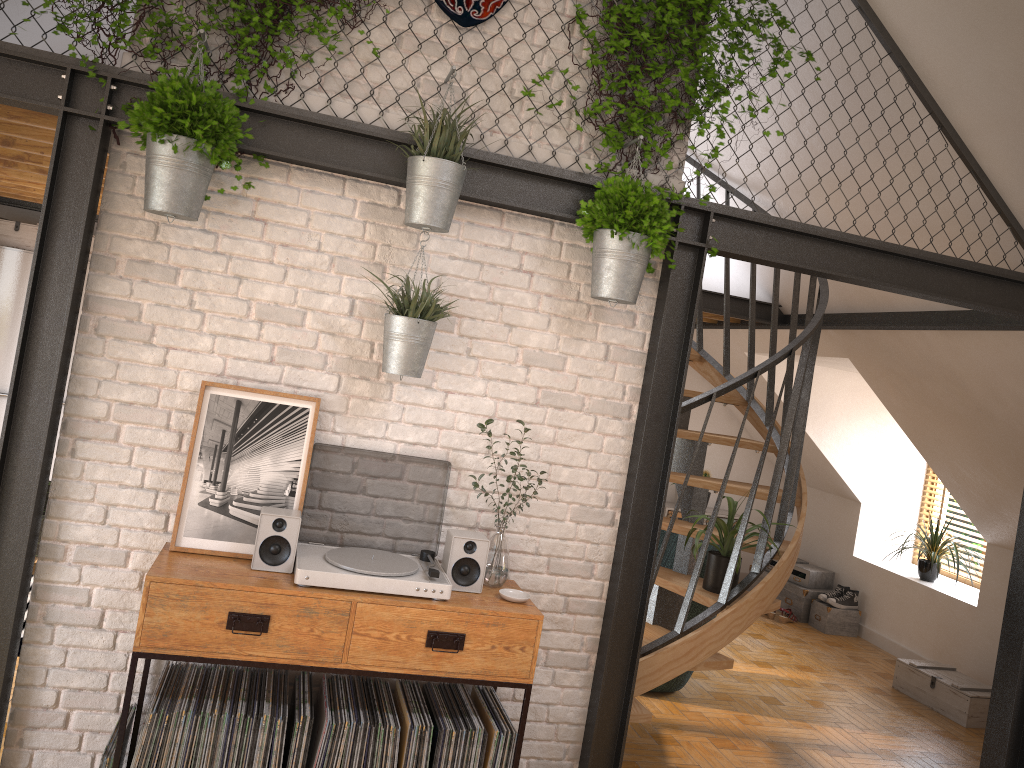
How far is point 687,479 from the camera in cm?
377

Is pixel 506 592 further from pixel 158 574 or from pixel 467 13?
pixel 467 13

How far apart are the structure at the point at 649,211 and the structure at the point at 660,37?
0.1m

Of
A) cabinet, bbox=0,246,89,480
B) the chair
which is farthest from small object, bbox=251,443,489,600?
cabinet, bbox=0,246,89,480

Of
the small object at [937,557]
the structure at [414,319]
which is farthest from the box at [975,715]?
the structure at [414,319]

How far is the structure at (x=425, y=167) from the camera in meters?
3.0 m

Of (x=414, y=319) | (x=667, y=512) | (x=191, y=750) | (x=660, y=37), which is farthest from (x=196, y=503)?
(x=667, y=512)

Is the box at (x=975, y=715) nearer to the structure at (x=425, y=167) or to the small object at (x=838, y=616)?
the small object at (x=838, y=616)

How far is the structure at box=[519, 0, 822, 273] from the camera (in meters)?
3.30

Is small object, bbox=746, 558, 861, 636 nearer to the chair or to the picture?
the chair
